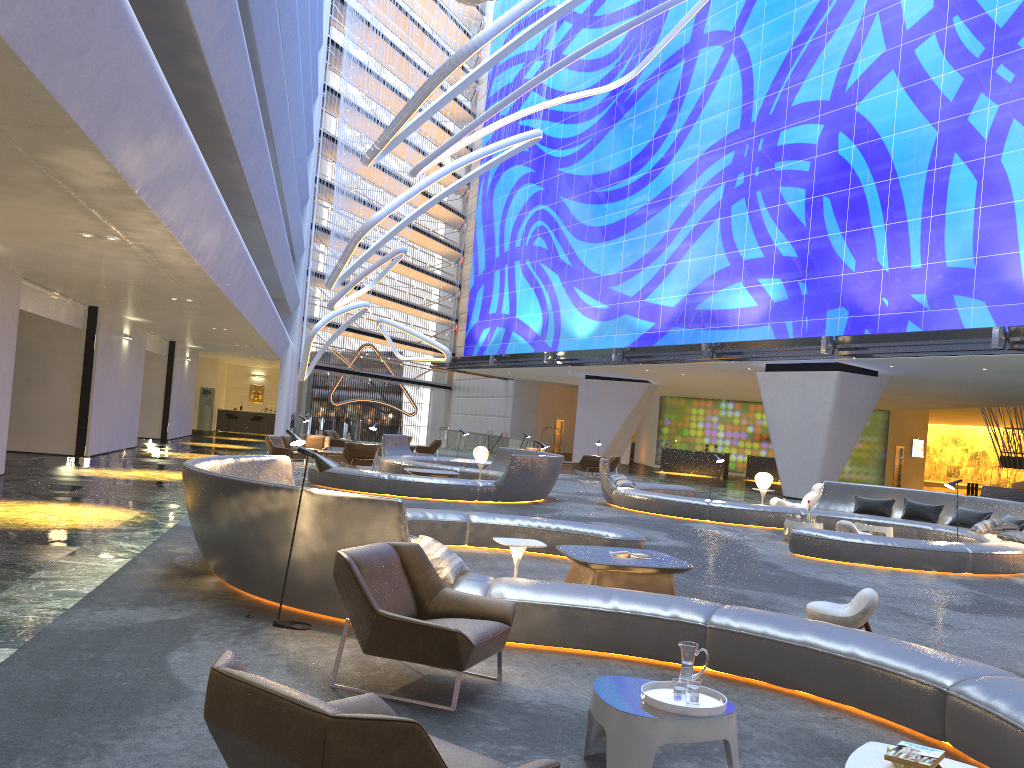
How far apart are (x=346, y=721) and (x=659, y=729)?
1.8m

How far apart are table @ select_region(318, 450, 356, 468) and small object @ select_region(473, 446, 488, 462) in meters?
5.0 m

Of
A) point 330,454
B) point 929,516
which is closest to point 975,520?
point 929,516

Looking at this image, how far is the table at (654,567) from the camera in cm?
802

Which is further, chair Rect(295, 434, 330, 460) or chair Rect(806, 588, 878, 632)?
chair Rect(295, 434, 330, 460)

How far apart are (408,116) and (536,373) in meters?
22.7

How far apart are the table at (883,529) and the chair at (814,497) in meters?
3.1 m

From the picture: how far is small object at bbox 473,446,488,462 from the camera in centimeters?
2055cm

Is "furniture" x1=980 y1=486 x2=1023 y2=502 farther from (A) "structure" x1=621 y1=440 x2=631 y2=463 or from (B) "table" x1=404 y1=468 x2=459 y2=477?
(A) "structure" x1=621 y1=440 x2=631 y2=463

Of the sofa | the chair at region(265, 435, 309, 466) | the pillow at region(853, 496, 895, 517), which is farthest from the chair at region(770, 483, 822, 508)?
the sofa
